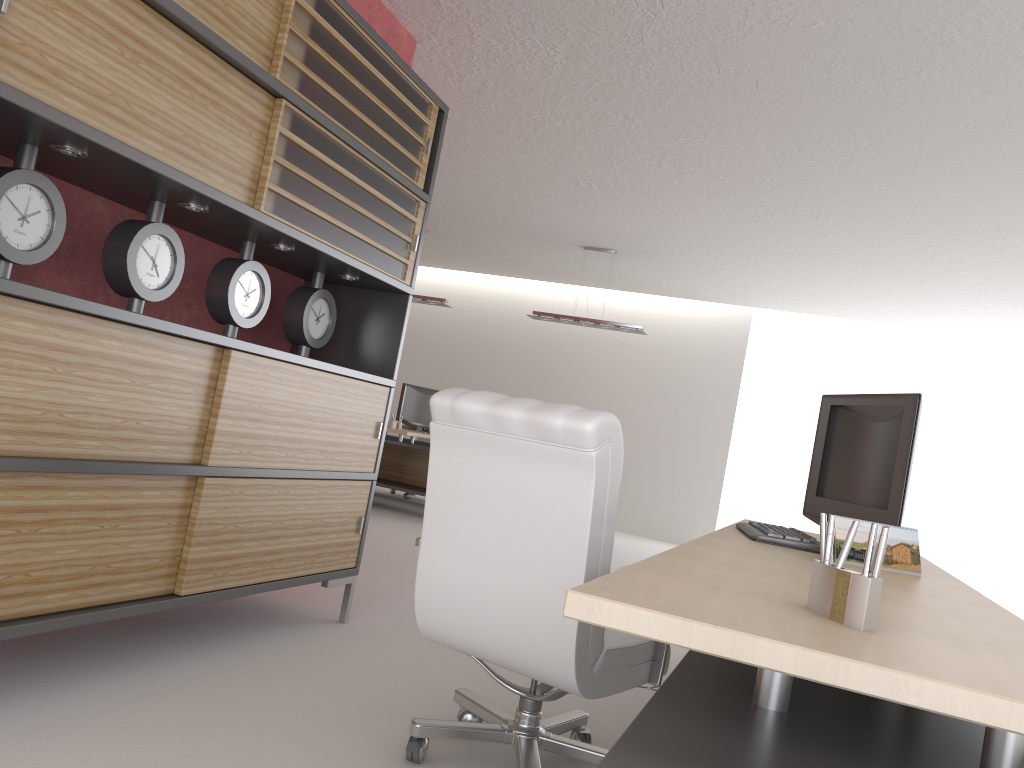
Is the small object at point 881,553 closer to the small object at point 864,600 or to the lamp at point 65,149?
the small object at point 864,600

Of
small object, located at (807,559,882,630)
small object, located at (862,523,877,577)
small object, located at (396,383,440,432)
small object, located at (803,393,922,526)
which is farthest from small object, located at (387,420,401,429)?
small object, located at (862,523,877,577)

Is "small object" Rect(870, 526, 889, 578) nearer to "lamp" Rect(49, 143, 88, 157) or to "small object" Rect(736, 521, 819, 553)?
"small object" Rect(736, 521, 819, 553)

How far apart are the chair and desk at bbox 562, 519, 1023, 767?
0.36m

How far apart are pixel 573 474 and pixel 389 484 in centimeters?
1025cm

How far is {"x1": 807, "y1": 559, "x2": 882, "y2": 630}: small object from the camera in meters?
1.8

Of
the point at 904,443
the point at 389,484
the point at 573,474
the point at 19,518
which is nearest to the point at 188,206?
the point at 19,518

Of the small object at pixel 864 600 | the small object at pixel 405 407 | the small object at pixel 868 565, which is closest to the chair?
the small object at pixel 864 600

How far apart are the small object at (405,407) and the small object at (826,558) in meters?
13.6

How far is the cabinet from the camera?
3.5m
